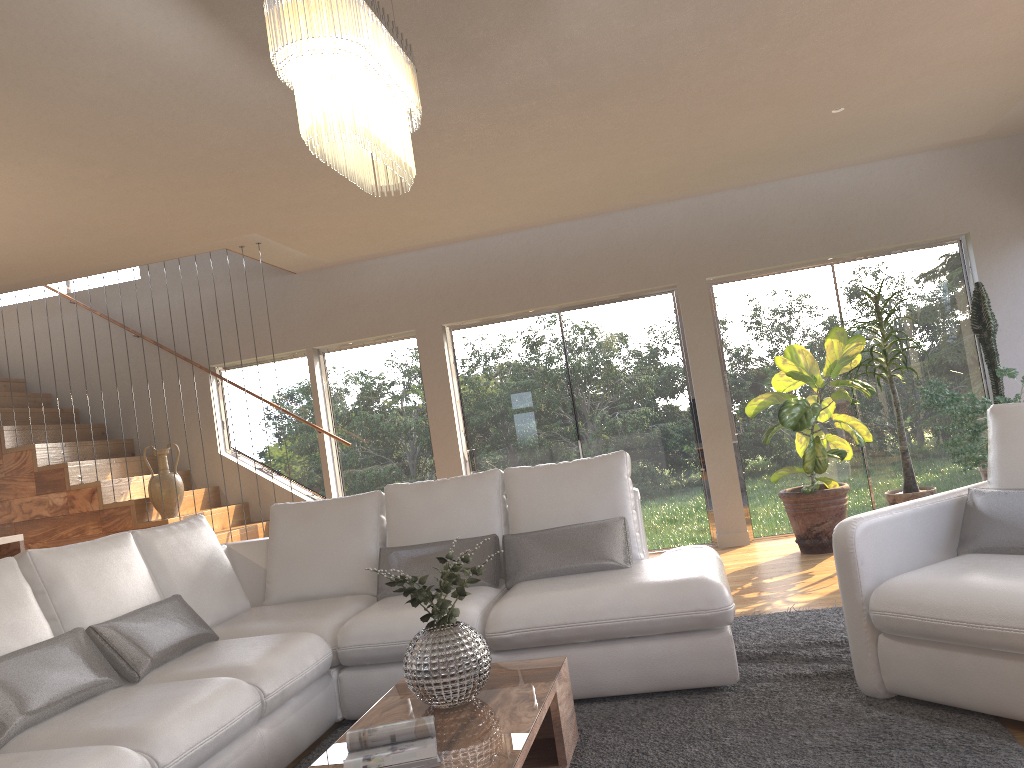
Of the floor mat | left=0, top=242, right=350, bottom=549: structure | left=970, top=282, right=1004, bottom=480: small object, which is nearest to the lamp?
the floor mat

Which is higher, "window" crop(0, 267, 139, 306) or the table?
"window" crop(0, 267, 139, 306)

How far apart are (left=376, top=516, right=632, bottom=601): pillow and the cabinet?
2.52m

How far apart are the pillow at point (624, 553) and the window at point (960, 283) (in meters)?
3.27

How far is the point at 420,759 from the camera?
2.3m

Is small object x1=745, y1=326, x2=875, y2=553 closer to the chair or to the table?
the chair

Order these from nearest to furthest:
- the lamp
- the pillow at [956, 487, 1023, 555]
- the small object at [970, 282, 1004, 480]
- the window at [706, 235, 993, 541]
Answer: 1. the lamp
2. the pillow at [956, 487, 1023, 555]
3. the small object at [970, 282, 1004, 480]
4. the window at [706, 235, 993, 541]

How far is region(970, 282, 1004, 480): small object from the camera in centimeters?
610cm

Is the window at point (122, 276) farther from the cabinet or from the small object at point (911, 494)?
the small object at point (911, 494)

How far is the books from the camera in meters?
2.3
